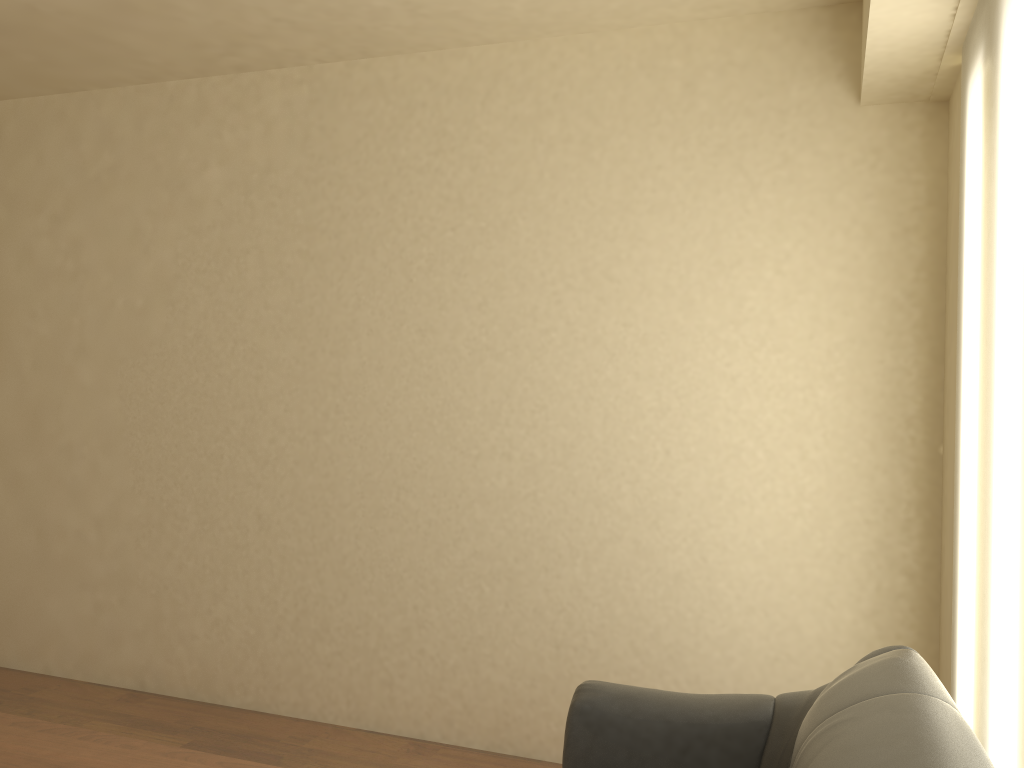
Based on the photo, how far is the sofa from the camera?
1.35m

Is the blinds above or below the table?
above

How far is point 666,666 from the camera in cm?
346

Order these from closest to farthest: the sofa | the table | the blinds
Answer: the sofa < the blinds < the table

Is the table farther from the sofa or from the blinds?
the blinds

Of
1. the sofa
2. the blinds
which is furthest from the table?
the blinds

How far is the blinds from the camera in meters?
1.9

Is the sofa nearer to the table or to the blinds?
the blinds

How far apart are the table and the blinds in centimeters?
175cm

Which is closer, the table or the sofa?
the sofa
